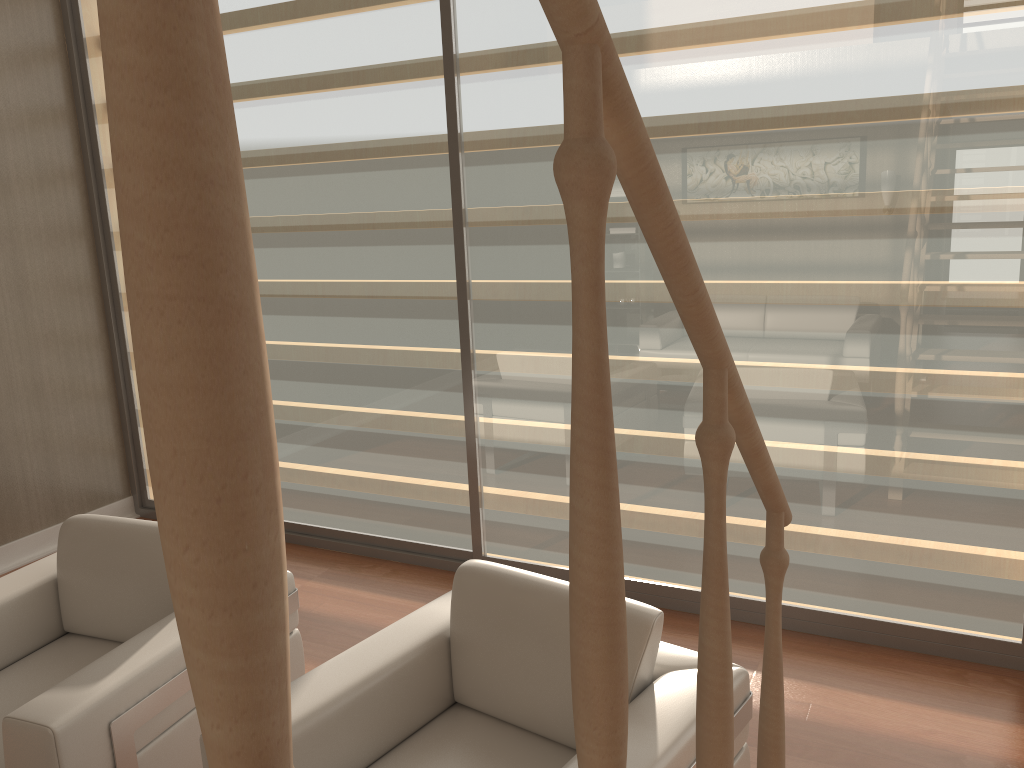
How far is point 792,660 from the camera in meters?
3.2

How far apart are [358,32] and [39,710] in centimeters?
283cm

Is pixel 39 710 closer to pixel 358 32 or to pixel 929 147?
pixel 358 32

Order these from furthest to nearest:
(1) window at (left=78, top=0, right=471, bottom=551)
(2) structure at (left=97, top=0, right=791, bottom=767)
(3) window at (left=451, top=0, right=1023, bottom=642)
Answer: (1) window at (left=78, top=0, right=471, bottom=551) < (3) window at (left=451, top=0, right=1023, bottom=642) < (2) structure at (left=97, top=0, right=791, bottom=767)

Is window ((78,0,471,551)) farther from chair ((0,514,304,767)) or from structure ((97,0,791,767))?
structure ((97,0,791,767))

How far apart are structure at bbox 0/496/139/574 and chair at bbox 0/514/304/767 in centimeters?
168cm

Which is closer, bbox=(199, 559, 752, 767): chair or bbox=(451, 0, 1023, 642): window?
bbox=(199, 559, 752, 767): chair

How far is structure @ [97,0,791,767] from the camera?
0.3m

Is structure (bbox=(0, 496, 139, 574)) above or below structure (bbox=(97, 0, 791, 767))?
below

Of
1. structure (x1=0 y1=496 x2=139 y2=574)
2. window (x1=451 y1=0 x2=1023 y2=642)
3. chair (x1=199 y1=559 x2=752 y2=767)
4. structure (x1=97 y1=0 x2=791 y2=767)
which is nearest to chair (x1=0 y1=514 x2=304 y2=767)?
chair (x1=199 y1=559 x2=752 y2=767)
